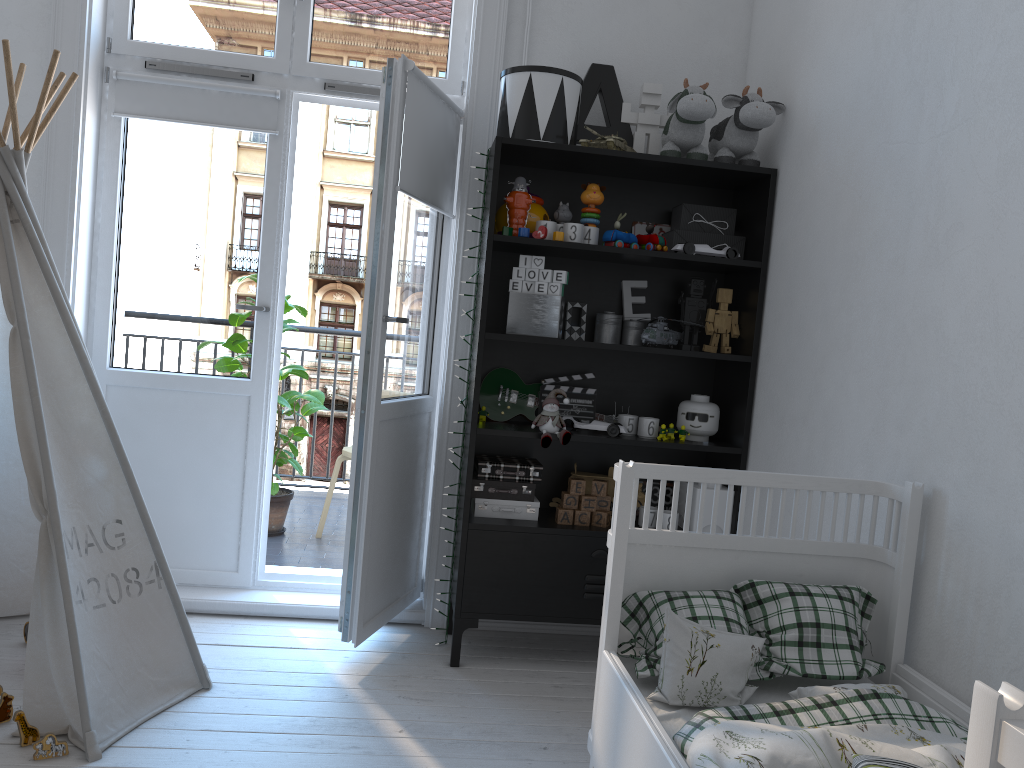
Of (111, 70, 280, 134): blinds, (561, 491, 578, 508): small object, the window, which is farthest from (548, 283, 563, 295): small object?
(111, 70, 280, 134): blinds

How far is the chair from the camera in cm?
417

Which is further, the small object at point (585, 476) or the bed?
the small object at point (585, 476)

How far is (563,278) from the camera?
2.8m

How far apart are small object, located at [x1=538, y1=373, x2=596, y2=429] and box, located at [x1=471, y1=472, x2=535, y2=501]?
0.30m

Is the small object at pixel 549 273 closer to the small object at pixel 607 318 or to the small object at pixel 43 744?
the small object at pixel 607 318

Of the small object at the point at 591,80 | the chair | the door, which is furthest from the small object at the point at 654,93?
the chair

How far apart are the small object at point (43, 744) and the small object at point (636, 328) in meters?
2.0

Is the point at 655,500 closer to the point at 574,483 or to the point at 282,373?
the point at 574,483

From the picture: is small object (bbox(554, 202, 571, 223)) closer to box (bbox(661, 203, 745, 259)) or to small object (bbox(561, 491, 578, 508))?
box (bbox(661, 203, 745, 259))
